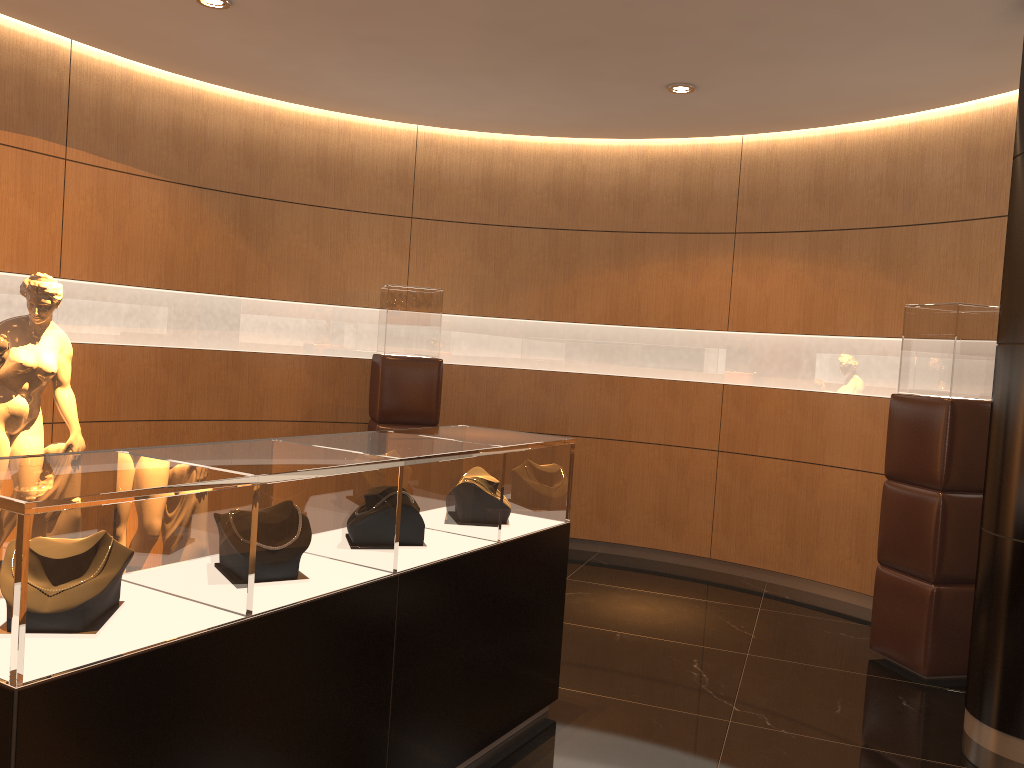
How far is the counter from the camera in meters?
1.9 m

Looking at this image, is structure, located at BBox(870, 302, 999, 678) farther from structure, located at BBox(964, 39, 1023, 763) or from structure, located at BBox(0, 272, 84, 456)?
structure, located at BBox(0, 272, 84, 456)

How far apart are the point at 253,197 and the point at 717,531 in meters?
4.3 m

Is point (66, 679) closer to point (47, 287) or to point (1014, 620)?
point (47, 287)

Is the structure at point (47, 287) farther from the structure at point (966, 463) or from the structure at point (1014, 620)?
the structure at point (1014, 620)

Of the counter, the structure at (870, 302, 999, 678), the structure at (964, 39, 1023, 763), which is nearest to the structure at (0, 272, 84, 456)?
the counter

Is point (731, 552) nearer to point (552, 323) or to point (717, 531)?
point (717, 531)

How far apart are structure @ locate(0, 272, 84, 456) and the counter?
2.25m

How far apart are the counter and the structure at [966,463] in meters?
2.1 m

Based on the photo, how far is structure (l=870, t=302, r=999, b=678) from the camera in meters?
4.6
